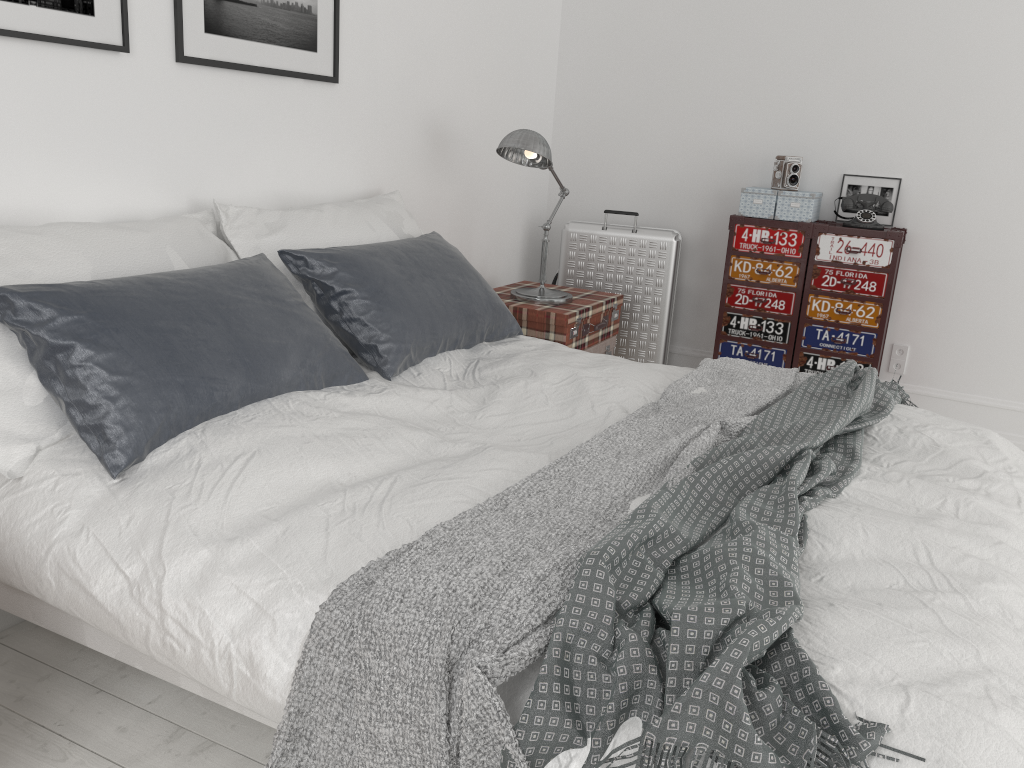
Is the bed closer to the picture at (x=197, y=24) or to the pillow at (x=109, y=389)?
the pillow at (x=109, y=389)

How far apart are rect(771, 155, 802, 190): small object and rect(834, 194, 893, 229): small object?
0.2m

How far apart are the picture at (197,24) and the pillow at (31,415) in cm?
41

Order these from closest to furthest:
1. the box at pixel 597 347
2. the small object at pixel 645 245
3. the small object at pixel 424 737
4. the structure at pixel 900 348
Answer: the small object at pixel 424 737 < the box at pixel 597 347 < the structure at pixel 900 348 < the small object at pixel 645 245

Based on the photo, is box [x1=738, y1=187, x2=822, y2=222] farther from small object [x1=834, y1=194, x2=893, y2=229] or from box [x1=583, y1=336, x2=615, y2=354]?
box [x1=583, y1=336, x2=615, y2=354]

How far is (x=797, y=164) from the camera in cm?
406

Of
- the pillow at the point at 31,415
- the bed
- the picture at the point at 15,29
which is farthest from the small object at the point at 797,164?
the picture at the point at 15,29

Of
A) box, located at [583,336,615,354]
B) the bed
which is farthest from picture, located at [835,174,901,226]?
the bed

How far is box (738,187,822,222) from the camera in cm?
400

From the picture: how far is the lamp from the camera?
3.4m
